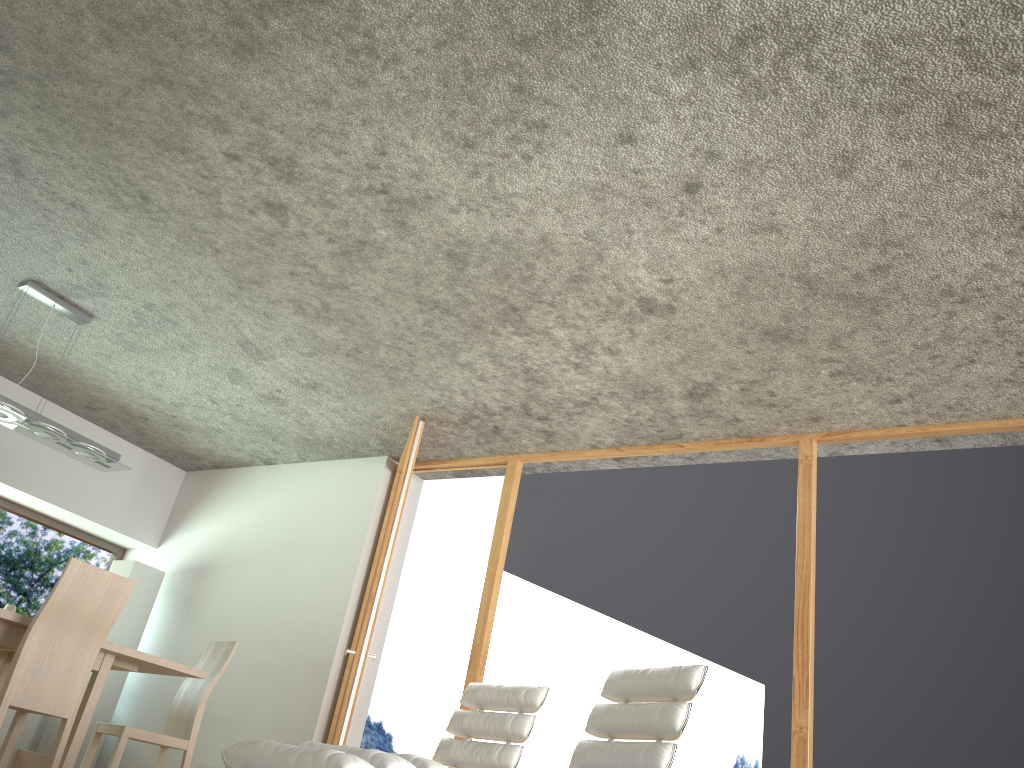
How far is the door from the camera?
Result: 4.8m

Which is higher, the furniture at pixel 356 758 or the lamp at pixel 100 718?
the lamp at pixel 100 718

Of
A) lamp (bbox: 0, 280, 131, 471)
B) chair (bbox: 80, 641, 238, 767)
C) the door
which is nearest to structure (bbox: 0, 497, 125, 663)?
lamp (bbox: 0, 280, 131, 471)

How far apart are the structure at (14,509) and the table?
2.0 meters

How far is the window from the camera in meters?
6.5

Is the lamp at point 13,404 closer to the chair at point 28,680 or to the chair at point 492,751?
the chair at point 28,680

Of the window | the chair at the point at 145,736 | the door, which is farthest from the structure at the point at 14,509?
the door

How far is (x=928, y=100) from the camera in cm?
270

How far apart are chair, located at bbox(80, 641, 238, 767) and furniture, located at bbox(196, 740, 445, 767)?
2.6 meters

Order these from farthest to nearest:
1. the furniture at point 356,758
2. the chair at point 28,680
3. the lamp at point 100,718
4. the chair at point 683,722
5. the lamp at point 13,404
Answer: the lamp at point 100,718 < the lamp at point 13,404 < the chair at point 28,680 < the chair at point 683,722 < the furniture at point 356,758
